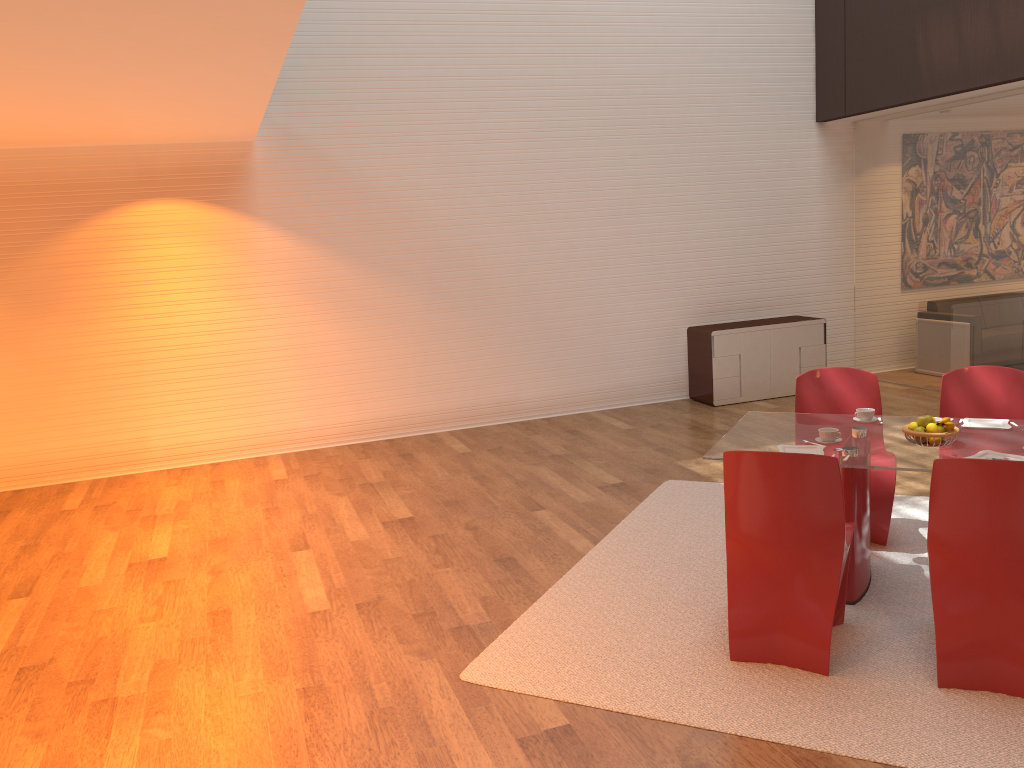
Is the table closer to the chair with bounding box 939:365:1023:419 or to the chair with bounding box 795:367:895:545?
the chair with bounding box 795:367:895:545

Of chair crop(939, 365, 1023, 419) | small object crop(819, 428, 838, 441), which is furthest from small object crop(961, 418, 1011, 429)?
small object crop(819, 428, 838, 441)

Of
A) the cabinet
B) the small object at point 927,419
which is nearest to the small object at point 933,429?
the small object at point 927,419

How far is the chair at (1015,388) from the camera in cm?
475

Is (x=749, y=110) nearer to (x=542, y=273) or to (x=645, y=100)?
(x=645, y=100)

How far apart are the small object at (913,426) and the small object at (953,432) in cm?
3

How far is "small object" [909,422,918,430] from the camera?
4.0m

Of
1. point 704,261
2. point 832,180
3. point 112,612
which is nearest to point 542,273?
point 704,261

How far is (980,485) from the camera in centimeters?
316cm

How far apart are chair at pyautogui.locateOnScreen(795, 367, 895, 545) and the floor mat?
0.04m
